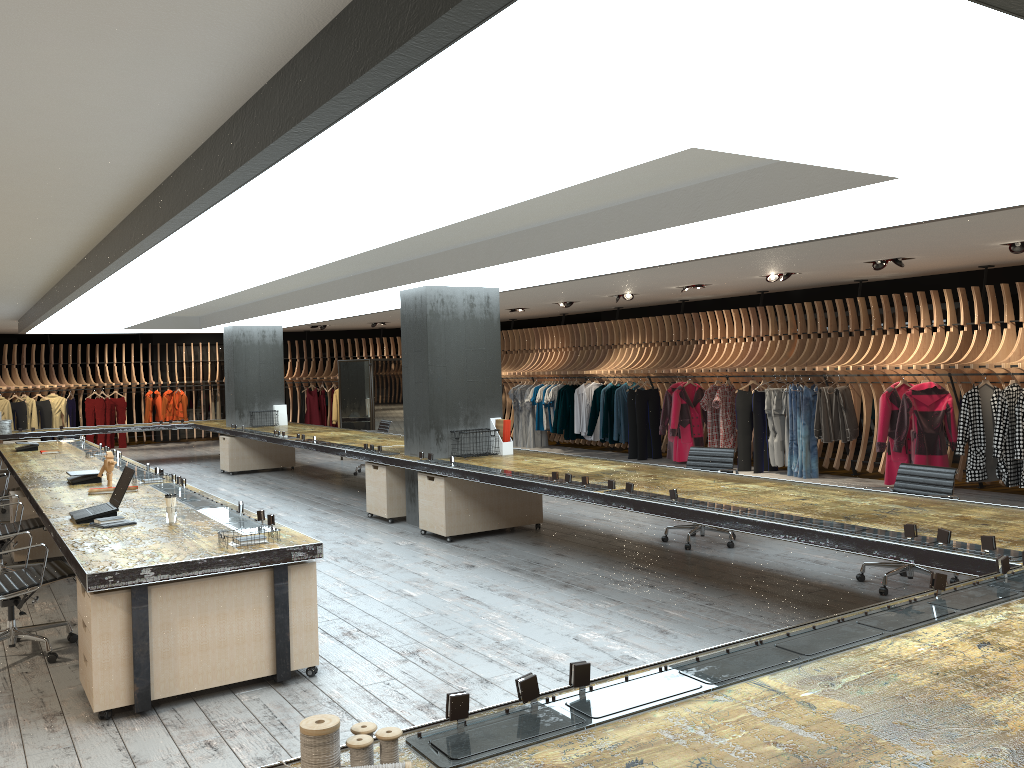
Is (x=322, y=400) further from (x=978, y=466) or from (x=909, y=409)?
(x=978, y=466)

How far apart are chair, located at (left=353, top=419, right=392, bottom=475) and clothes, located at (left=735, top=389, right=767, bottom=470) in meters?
5.5 m

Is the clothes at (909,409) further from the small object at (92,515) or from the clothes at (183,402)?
the clothes at (183,402)

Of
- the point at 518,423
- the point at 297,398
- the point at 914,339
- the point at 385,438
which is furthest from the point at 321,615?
the point at 297,398

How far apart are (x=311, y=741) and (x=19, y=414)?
20.6 meters

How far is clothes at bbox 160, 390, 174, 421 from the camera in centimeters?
2148cm

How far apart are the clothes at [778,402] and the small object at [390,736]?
11.5m

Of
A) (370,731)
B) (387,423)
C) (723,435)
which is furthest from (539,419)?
(370,731)

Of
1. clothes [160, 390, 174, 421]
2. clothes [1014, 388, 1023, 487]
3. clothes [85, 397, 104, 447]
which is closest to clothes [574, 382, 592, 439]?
clothes [1014, 388, 1023, 487]

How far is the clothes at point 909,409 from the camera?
10.9 meters
